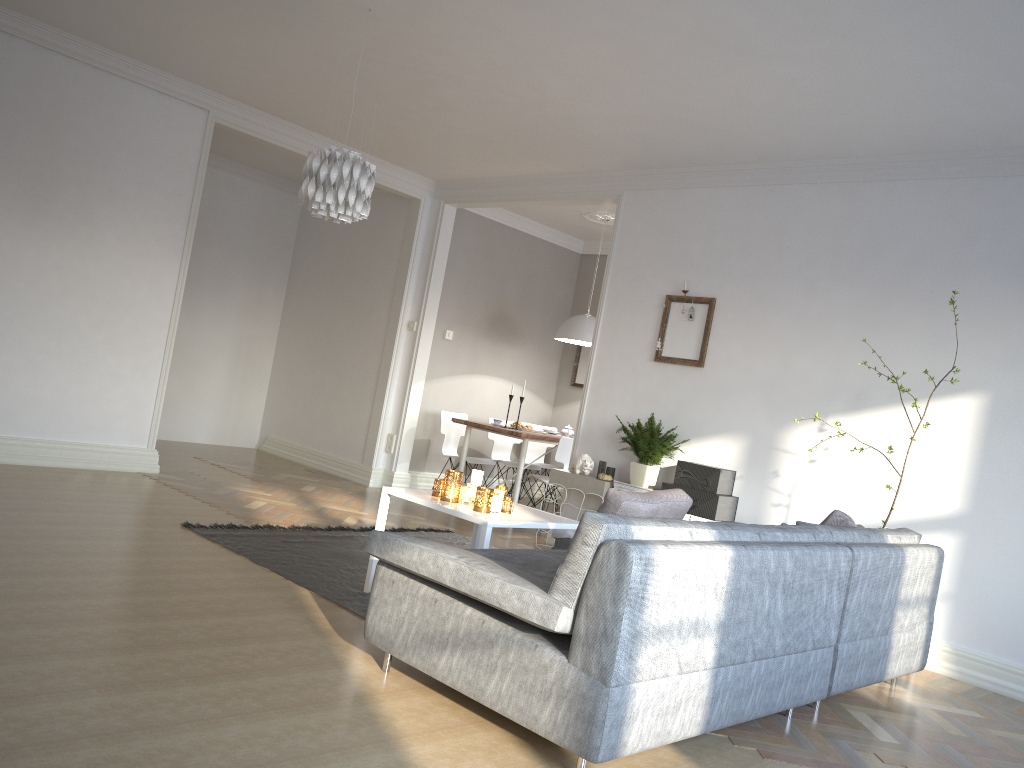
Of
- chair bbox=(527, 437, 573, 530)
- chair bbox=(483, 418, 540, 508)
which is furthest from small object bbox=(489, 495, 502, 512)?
chair bbox=(483, 418, 540, 508)

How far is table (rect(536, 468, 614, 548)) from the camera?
5.96m

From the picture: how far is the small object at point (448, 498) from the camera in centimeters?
402cm

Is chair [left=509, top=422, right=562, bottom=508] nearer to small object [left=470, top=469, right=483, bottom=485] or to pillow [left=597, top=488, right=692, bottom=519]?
small object [left=470, top=469, right=483, bottom=485]

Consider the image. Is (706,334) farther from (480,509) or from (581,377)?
(581,377)

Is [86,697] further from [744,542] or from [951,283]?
[951,283]

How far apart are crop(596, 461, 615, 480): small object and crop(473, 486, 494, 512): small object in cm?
231

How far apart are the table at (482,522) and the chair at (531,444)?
4.23m

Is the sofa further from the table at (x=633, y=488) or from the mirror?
the mirror

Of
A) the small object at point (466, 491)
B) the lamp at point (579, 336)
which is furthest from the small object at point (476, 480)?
the lamp at point (579, 336)
